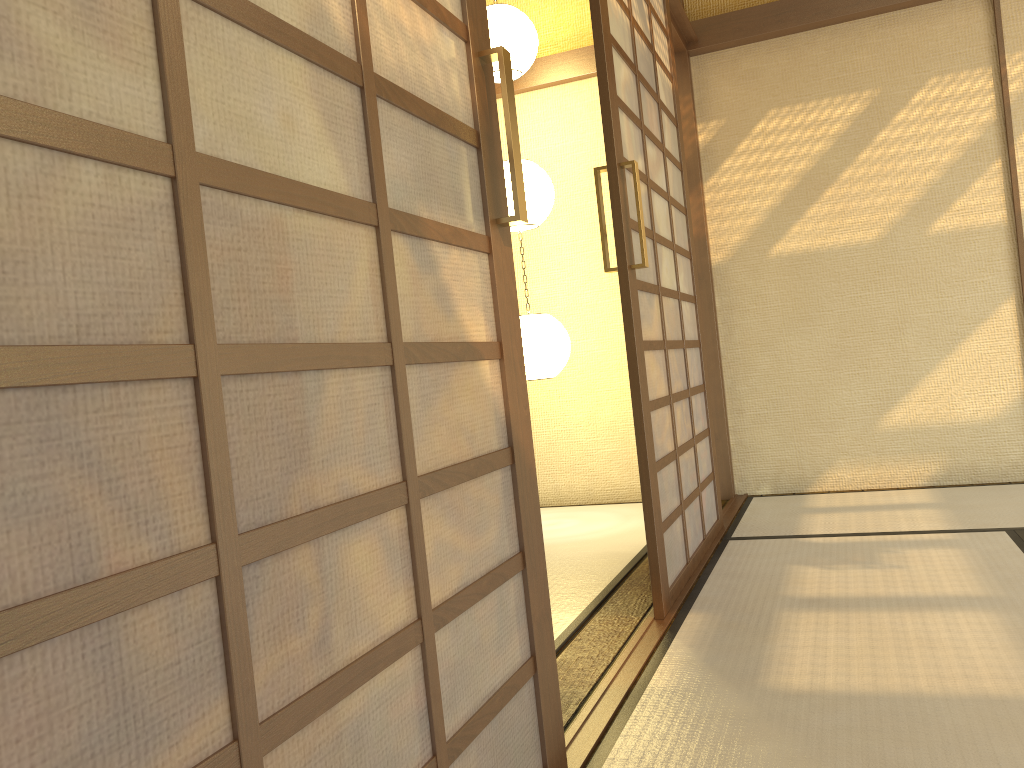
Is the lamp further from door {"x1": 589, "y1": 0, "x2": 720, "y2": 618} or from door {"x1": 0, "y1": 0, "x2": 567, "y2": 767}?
door {"x1": 0, "y1": 0, "x2": 567, "y2": 767}

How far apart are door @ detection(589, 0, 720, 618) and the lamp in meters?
0.7 m

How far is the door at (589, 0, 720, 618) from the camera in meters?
2.5 m

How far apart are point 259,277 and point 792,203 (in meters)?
3.88

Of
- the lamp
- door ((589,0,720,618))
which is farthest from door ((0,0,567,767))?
the lamp

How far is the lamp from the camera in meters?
4.0 m

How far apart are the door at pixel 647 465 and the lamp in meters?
0.7

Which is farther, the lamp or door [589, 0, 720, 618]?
the lamp

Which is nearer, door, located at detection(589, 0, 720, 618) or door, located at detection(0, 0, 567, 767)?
door, located at detection(0, 0, 567, 767)

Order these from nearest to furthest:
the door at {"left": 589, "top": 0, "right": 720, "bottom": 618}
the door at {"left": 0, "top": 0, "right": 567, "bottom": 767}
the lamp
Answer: the door at {"left": 0, "top": 0, "right": 567, "bottom": 767} < the door at {"left": 589, "top": 0, "right": 720, "bottom": 618} < the lamp
